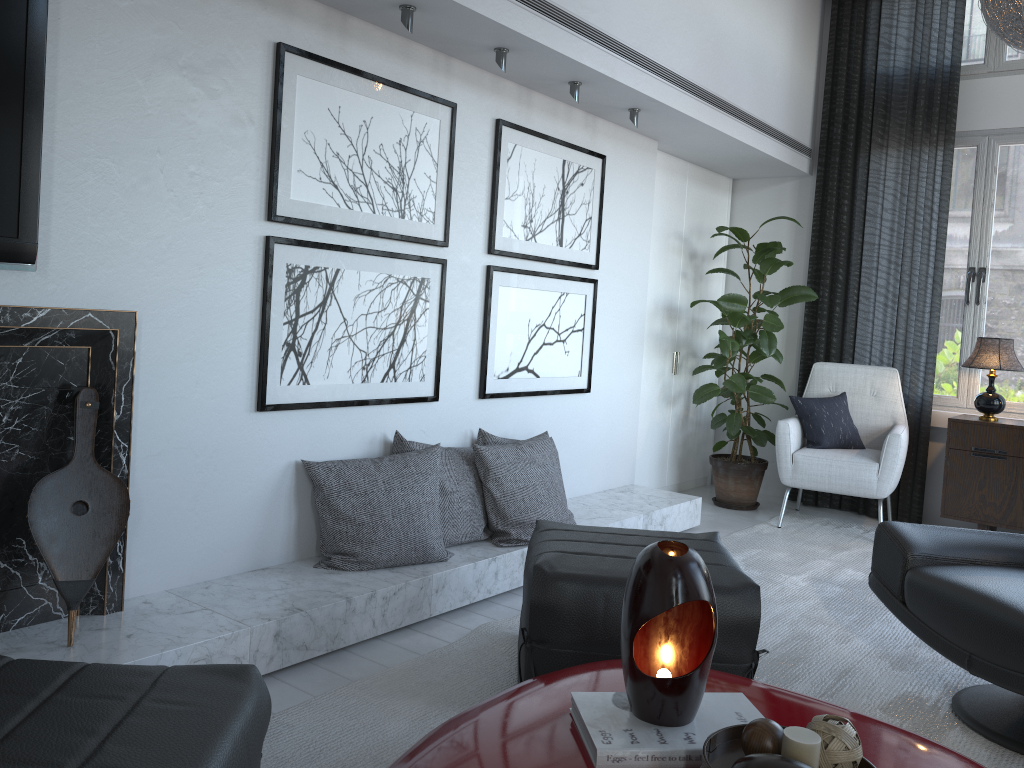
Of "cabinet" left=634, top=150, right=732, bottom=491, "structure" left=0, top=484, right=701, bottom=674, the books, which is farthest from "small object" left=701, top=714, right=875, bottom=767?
"cabinet" left=634, top=150, right=732, bottom=491

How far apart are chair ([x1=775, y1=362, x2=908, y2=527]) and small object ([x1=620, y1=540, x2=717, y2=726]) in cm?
303

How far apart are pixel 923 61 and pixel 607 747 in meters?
4.4

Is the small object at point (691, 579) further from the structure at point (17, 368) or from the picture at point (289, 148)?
the picture at point (289, 148)

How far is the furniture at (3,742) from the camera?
1.2m

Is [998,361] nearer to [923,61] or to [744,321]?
[744,321]

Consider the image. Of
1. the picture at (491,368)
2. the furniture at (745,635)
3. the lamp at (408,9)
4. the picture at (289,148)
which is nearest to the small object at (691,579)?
the furniture at (745,635)

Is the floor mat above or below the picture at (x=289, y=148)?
below

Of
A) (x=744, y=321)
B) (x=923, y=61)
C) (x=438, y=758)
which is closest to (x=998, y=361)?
(x=744, y=321)

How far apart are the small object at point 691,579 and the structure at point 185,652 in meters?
1.1
